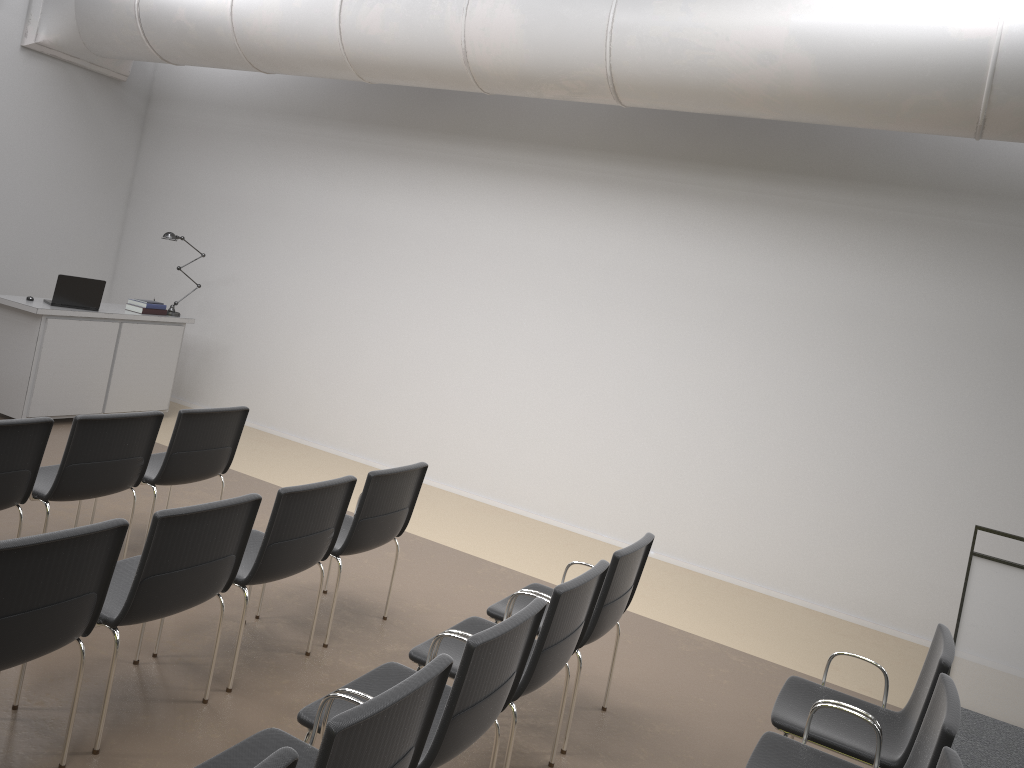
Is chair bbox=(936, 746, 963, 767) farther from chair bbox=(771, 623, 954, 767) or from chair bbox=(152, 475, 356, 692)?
chair bbox=(152, 475, 356, 692)

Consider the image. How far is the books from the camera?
8.2m

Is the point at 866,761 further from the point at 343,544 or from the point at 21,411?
the point at 21,411

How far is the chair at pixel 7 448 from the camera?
4.1 meters

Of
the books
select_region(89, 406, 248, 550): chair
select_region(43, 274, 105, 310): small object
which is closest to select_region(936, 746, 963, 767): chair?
select_region(89, 406, 248, 550): chair

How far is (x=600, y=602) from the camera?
3.9m

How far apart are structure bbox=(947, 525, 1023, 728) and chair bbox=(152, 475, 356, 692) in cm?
350

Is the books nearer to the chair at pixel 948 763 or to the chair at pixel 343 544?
the chair at pixel 343 544

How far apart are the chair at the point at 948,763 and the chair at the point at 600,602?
1.56m

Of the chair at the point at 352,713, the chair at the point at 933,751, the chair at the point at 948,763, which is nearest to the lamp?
the chair at the point at 352,713
